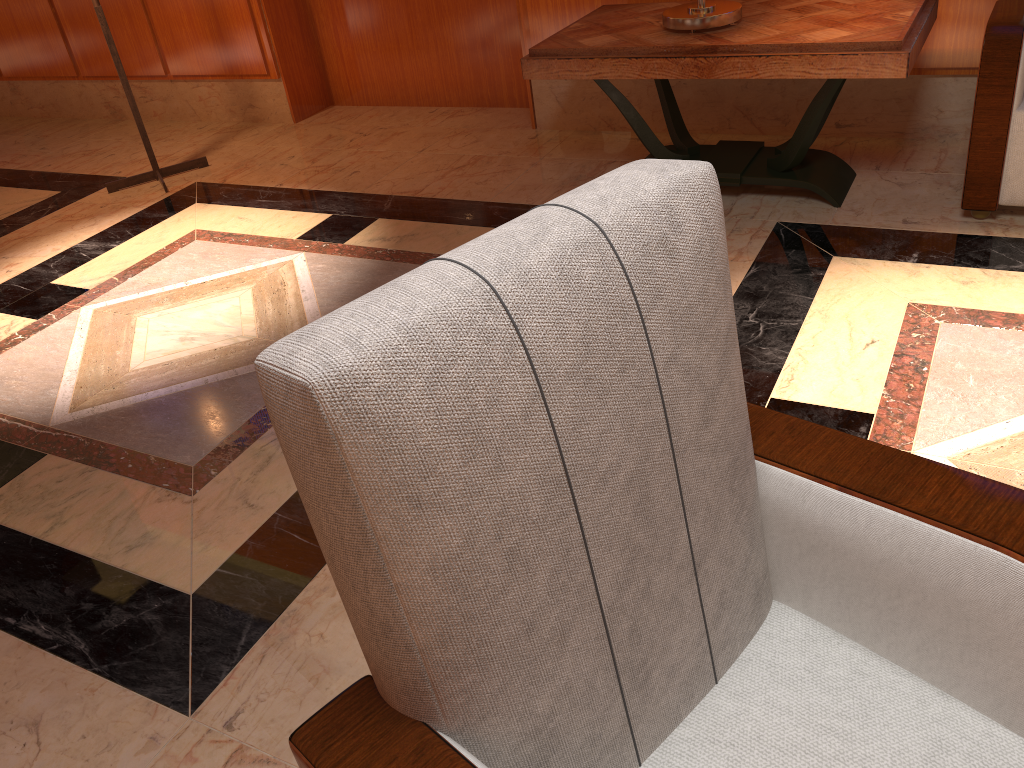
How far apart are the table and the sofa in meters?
0.2 m

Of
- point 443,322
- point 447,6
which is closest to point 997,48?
point 443,322

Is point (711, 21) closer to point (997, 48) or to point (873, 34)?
point (873, 34)

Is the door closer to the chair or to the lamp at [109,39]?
the lamp at [109,39]

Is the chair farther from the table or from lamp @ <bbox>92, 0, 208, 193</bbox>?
lamp @ <bbox>92, 0, 208, 193</bbox>

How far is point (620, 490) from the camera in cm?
90

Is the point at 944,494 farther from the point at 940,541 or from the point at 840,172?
the point at 840,172

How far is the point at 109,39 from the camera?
4.0m

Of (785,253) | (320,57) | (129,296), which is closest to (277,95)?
(320,57)

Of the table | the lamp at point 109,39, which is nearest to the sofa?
the table
